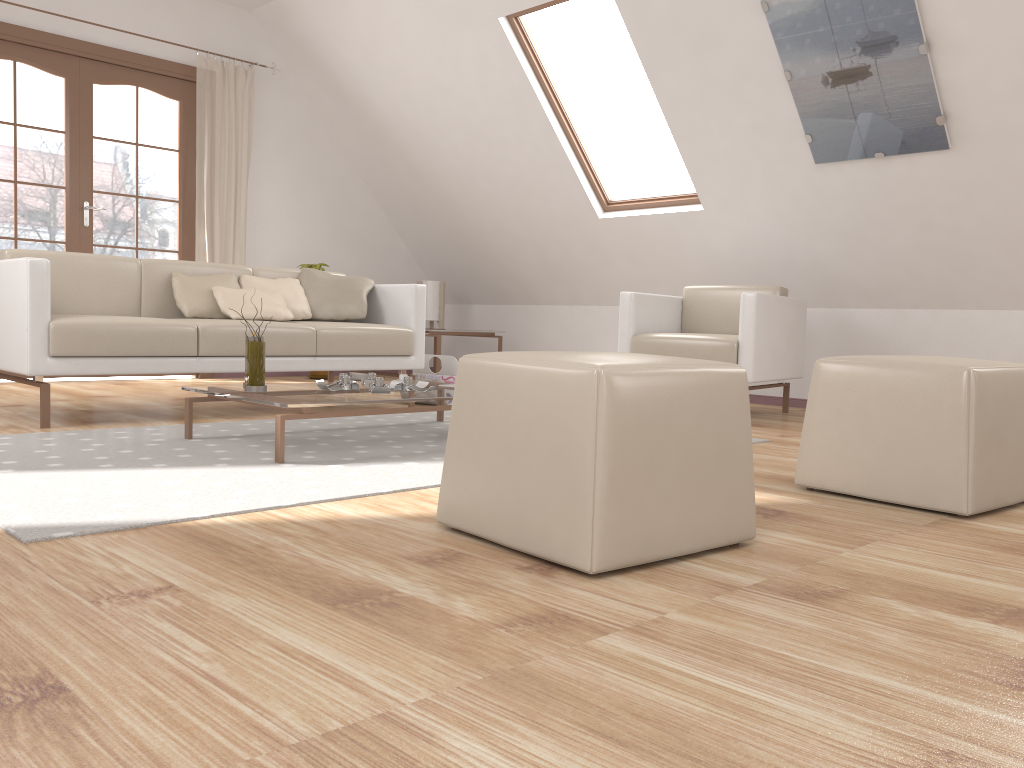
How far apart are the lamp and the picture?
3.27m

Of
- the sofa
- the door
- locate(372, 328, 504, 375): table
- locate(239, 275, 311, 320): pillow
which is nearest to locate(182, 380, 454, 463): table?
the sofa

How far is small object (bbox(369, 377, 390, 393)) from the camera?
3.09m

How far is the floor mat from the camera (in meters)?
1.97

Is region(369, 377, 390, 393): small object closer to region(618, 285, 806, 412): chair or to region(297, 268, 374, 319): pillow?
region(297, 268, 374, 319): pillow

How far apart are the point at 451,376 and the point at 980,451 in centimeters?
296cm

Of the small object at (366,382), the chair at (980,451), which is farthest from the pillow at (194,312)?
the chair at (980,451)

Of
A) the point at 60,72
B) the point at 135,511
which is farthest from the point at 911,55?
the point at 60,72

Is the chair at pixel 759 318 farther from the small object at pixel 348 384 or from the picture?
the small object at pixel 348 384

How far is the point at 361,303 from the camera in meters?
4.6
